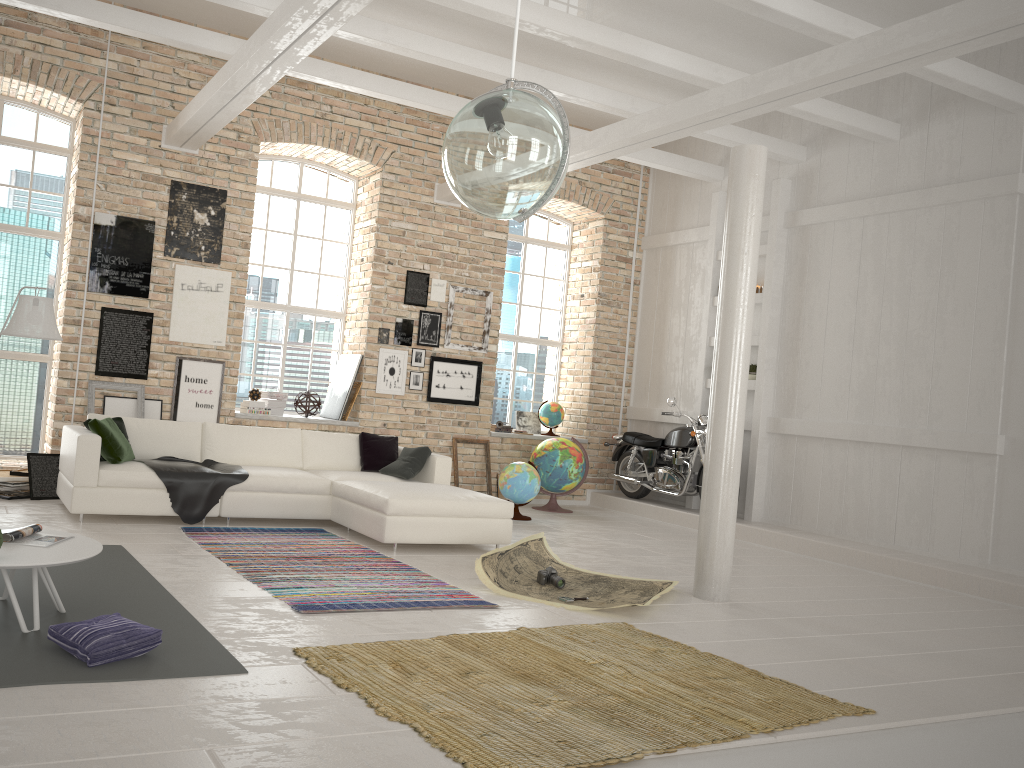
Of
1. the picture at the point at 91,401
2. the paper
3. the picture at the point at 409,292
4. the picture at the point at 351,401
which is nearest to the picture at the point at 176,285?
the picture at the point at 91,401

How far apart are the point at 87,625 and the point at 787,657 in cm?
348

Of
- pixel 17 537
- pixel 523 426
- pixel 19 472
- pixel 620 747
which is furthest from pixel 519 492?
pixel 620 747

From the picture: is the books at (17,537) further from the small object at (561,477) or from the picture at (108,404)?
the small object at (561,477)

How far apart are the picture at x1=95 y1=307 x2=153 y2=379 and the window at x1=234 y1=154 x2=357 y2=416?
1.4m

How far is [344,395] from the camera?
9.9 meters

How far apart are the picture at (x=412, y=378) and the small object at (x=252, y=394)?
1.8 meters

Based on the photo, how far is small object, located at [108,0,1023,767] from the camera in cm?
333

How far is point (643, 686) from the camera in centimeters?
381cm

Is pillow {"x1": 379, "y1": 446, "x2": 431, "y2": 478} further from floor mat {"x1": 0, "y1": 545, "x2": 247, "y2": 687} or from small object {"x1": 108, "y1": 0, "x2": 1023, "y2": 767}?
small object {"x1": 108, "y1": 0, "x2": 1023, "y2": 767}
